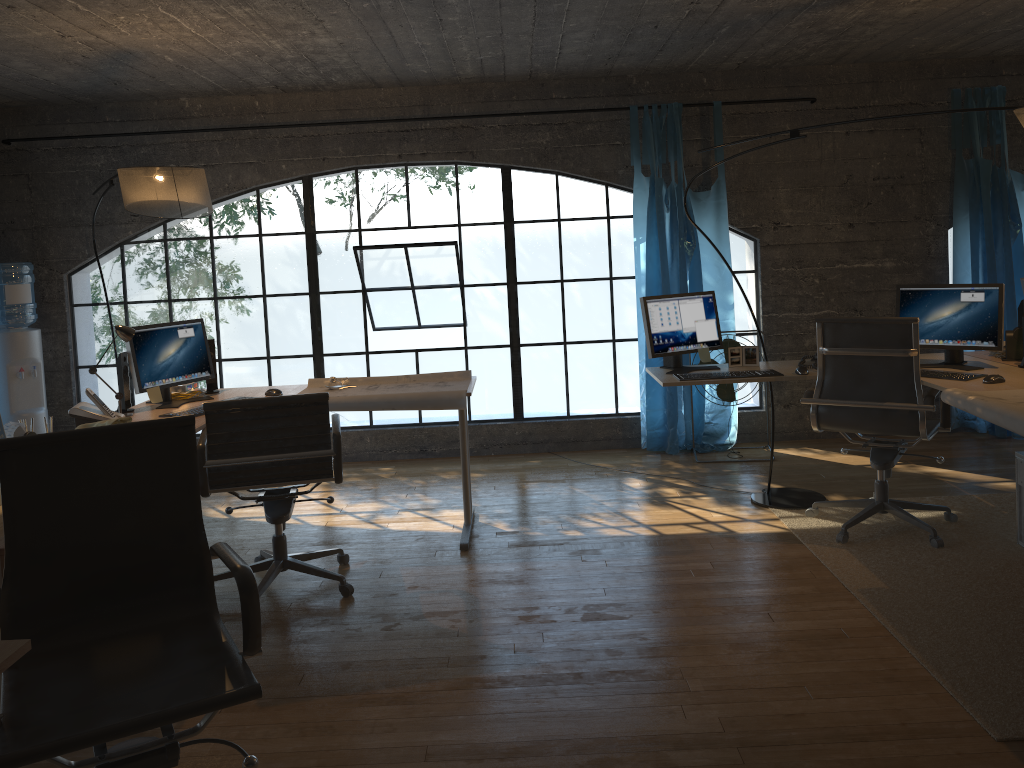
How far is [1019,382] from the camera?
3.67m

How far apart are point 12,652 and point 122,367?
2.7m

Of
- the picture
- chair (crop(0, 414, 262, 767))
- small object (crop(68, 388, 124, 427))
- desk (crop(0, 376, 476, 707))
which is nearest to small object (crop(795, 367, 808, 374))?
the picture

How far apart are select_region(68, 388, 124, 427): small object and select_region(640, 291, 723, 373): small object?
2.5m

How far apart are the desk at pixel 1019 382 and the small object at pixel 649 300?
0.1 meters

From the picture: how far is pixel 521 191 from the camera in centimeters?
1927cm

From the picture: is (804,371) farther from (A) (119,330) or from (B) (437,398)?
(A) (119,330)

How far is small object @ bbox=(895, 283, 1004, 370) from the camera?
4.0 meters

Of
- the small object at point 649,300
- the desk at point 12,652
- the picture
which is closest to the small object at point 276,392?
the desk at point 12,652

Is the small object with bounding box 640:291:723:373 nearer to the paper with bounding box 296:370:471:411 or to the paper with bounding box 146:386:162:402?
the paper with bounding box 296:370:471:411
